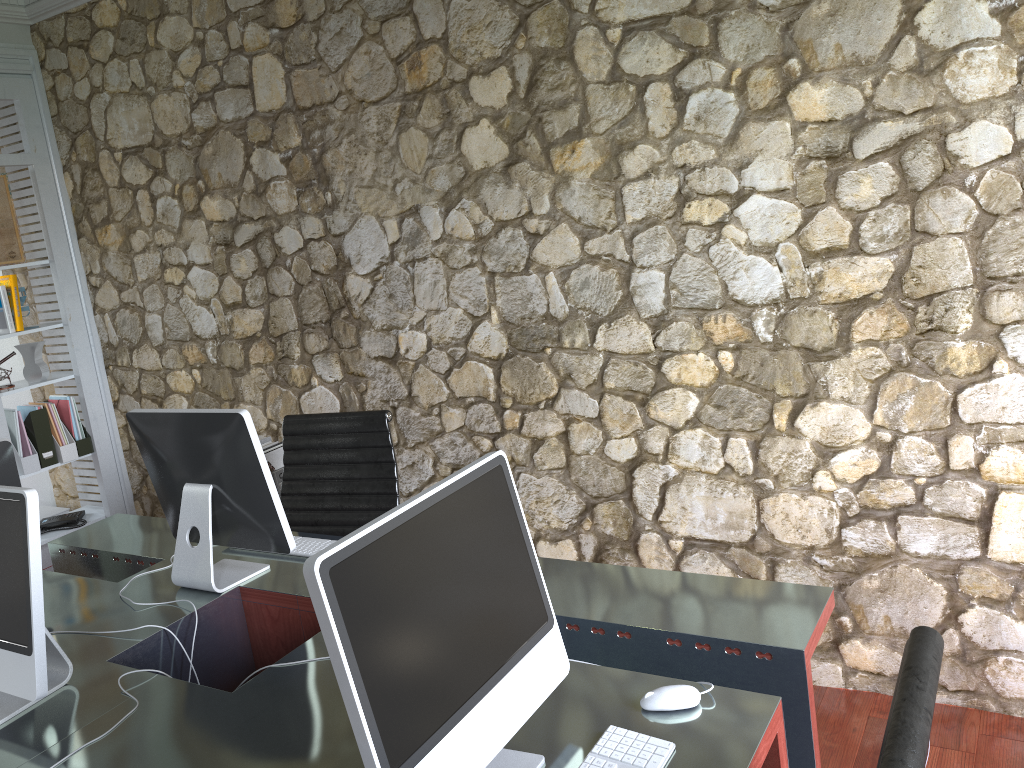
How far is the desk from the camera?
1.6 meters

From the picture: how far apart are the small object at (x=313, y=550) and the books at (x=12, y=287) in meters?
2.4

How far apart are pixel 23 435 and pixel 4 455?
2.1 meters

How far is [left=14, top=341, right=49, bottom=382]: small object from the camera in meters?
4.2

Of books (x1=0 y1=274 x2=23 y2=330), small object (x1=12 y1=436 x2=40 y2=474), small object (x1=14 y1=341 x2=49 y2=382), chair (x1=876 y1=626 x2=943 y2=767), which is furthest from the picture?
chair (x1=876 y1=626 x2=943 y2=767)

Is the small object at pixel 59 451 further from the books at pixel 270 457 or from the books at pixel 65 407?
the books at pixel 270 457

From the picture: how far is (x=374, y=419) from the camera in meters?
2.9 m

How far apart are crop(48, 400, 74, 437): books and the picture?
0.7m

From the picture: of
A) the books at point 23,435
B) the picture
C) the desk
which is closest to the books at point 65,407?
the books at point 23,435

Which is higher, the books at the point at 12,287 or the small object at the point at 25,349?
the books at the point at 12,287
